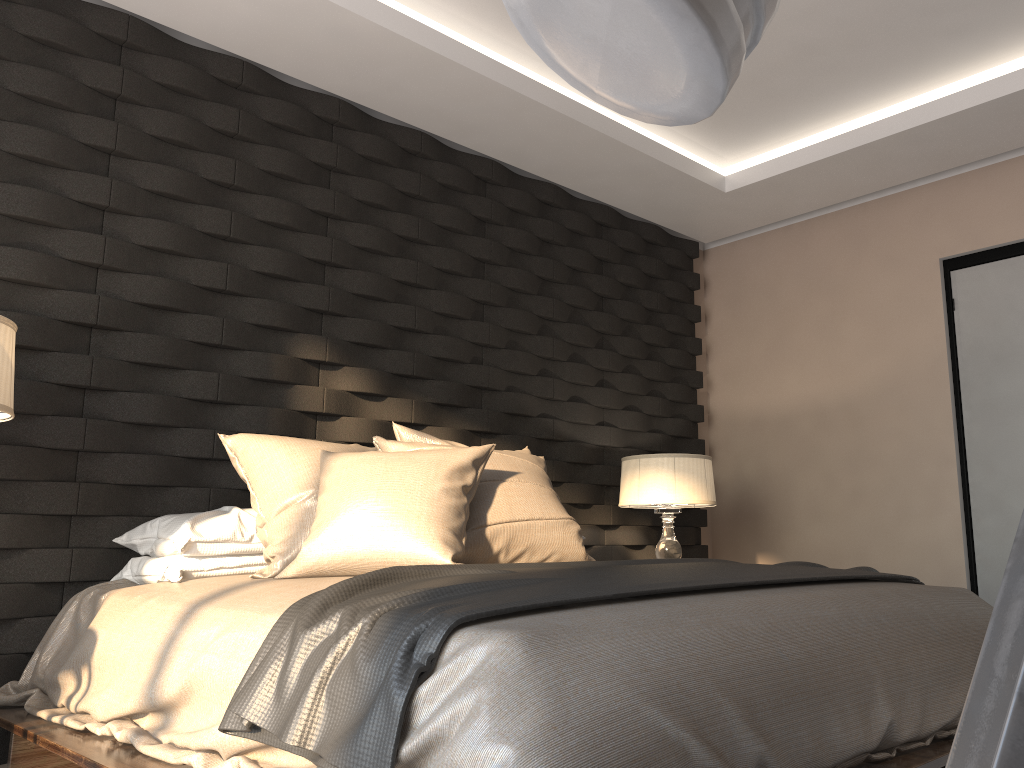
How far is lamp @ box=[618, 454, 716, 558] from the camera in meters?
3.9 m

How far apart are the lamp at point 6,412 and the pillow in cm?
64

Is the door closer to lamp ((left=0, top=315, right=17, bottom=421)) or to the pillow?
the pillow

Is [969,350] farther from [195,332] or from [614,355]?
[195,332]

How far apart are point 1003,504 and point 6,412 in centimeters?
386cm

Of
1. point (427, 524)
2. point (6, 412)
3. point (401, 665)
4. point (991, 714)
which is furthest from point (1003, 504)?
point (991, 714)

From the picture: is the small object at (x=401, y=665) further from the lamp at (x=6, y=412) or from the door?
the door

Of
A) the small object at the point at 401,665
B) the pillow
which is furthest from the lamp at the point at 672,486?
the small object at the point at 401,665

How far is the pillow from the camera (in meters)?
2.33

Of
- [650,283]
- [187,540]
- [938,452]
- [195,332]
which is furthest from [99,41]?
[938,452]
